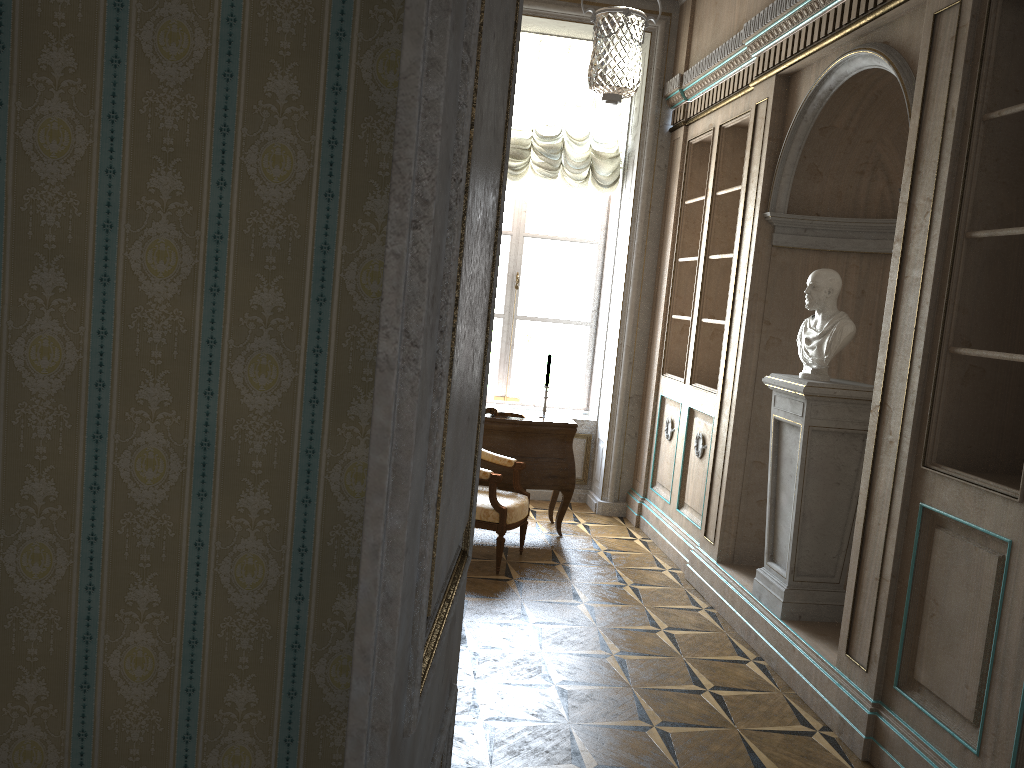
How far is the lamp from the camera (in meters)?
3.87

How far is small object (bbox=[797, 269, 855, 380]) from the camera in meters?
4.0 m

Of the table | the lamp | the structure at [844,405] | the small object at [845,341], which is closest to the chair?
the table

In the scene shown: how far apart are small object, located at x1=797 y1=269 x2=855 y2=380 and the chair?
1.7 meters

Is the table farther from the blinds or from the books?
the blinds

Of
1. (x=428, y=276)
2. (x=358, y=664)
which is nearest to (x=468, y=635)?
(x=358, y=664)

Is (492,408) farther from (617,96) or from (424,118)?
(424,118)

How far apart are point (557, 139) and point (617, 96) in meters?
2.8 m

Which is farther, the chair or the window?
the window

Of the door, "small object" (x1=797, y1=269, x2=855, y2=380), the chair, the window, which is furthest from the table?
the door
